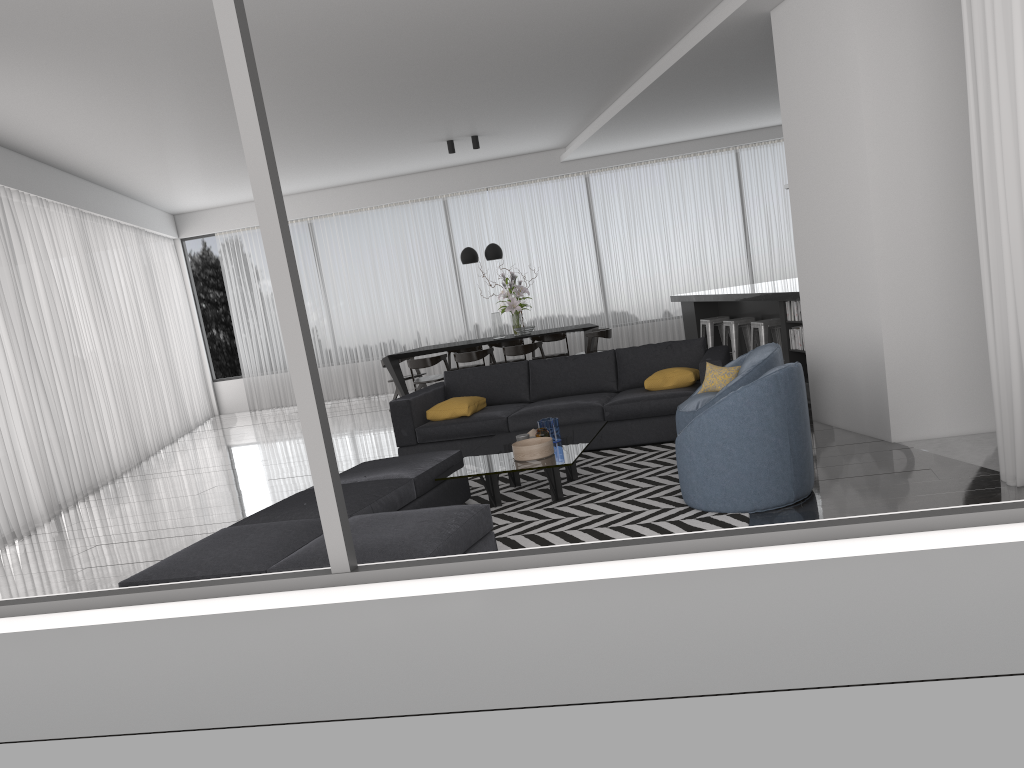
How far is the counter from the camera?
7.8m

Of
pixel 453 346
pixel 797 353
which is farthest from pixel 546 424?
pixel 453 346

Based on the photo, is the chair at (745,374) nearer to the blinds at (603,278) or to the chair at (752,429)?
the chair at (752,429)

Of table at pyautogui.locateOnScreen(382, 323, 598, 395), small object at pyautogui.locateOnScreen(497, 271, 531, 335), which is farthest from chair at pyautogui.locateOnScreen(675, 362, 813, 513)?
small object at pyautogui.locateOnScreen(497, 271, 531, 335)

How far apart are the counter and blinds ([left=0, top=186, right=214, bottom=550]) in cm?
663

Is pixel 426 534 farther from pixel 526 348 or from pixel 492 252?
pixel 492 252

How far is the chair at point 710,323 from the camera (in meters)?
9.98

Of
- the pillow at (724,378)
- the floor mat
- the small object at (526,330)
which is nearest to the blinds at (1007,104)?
the floor mat

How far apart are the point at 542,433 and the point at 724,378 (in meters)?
1.23

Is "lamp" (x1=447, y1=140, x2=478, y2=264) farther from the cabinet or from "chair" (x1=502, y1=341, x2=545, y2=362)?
the cabinet
